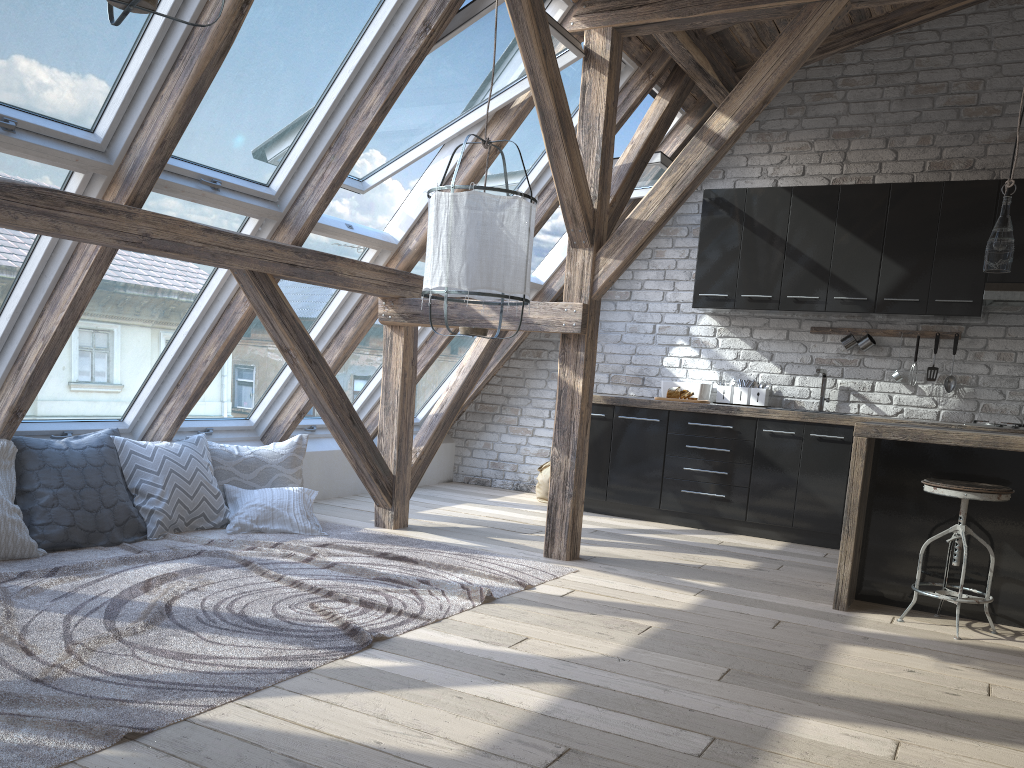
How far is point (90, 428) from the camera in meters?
4.6

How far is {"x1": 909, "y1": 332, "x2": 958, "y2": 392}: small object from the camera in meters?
5.7

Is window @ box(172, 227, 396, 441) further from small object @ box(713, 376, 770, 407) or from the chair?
the chair

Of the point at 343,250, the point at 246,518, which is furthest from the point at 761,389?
the point at 246,518

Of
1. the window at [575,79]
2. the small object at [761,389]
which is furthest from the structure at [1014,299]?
the window at [575,79]

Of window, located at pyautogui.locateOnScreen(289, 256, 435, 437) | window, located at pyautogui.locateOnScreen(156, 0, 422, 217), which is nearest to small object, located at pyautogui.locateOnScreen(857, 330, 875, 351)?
window, located at pyautogui.locateOnScreen(289, 256, 435, 437)

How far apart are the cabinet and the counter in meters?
0.0 m

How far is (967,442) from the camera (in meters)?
3.68

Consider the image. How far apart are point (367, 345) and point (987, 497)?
3.8 meters

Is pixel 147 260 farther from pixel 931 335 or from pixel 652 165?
pixel 931 335
